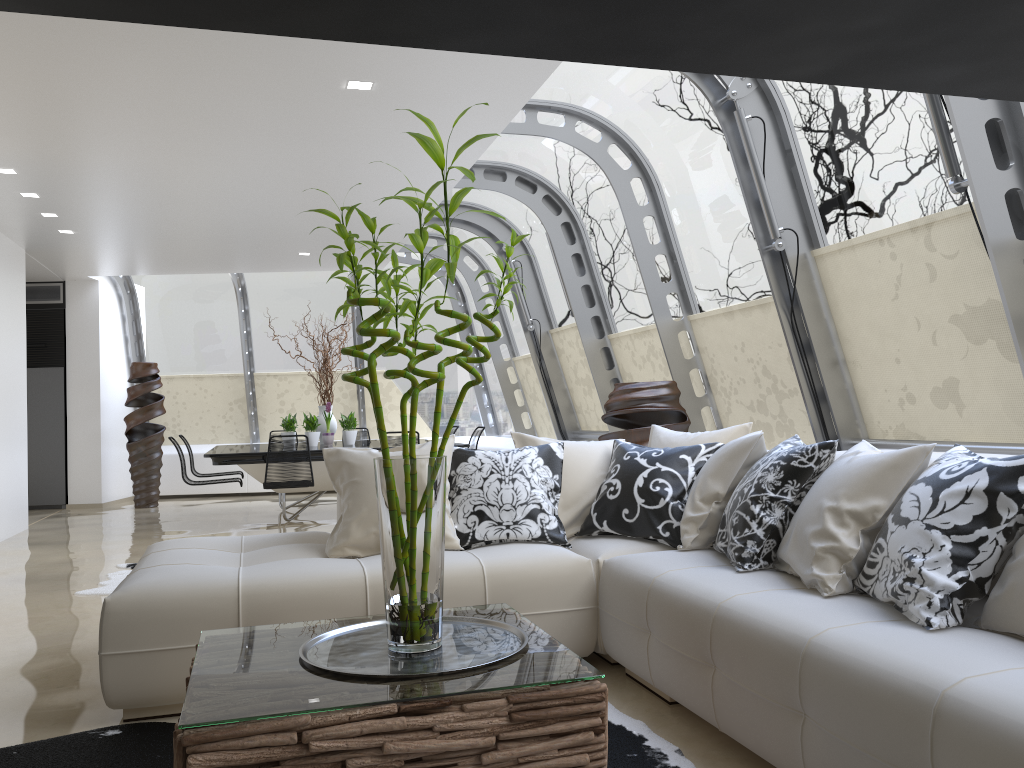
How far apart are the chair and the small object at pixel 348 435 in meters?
1.3 m

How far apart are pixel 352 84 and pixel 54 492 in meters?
8.5 m

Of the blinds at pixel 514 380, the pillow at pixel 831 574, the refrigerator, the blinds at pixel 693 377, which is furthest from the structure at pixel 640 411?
the refrigerator

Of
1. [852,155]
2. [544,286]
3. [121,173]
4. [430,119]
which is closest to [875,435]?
[852,155]

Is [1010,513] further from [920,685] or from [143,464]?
[143,464]

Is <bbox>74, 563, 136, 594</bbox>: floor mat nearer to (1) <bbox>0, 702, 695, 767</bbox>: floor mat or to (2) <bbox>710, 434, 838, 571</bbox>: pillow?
(1) <bbox>0, 702, 695, 767</bbox>: floor mat

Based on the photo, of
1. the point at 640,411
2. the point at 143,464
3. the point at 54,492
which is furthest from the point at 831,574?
the point at 54,492

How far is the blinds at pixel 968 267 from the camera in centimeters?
402cm

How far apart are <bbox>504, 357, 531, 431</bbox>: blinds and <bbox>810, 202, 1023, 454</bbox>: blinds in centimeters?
646cm

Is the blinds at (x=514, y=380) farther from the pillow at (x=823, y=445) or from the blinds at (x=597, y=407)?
the pillow at (x=823, y=445)
